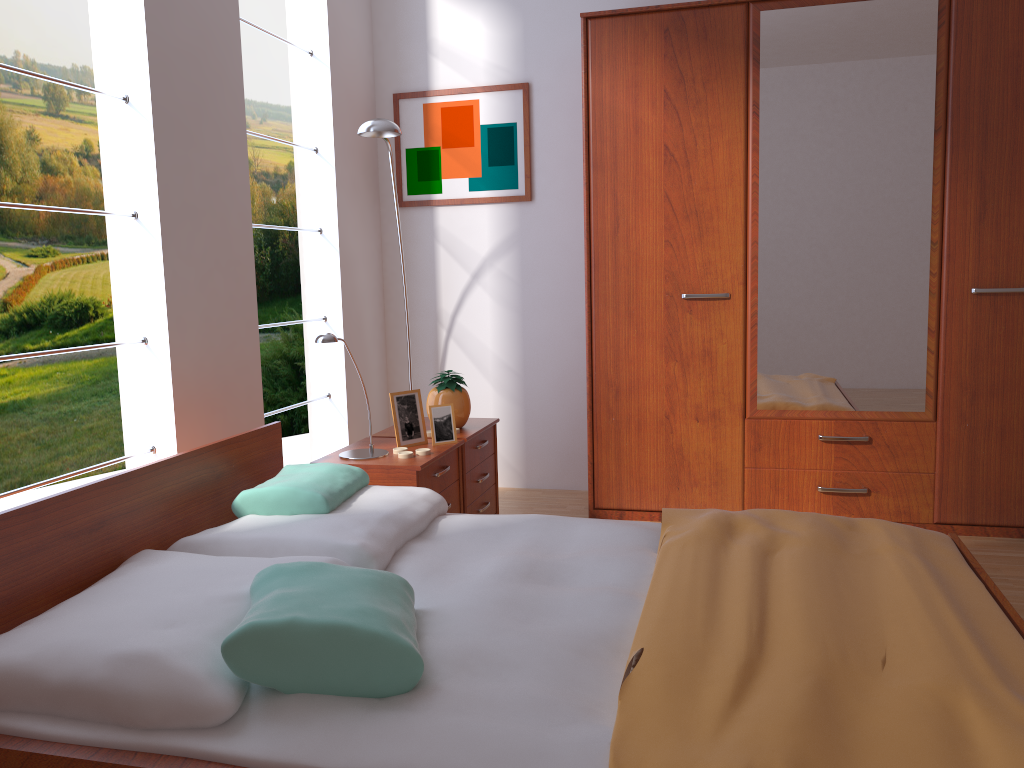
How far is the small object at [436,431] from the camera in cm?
306

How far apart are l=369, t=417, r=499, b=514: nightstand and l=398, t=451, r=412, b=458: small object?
0.4 meters

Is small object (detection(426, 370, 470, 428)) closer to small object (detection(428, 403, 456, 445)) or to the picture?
small object (detection(428, 403, 456, 445))

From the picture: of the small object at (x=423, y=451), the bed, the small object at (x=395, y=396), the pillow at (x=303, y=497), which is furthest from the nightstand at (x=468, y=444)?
the pillow at (x=303, y=497)

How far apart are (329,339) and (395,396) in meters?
0.5 m

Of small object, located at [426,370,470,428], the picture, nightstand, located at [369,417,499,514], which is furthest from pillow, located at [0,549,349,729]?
the picture

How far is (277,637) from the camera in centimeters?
145cm

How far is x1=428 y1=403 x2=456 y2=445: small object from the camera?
3.1 meters

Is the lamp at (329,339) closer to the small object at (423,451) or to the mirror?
the small object at (423,451)

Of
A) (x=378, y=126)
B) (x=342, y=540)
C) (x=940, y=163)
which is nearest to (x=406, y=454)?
(x=342, y=540)
